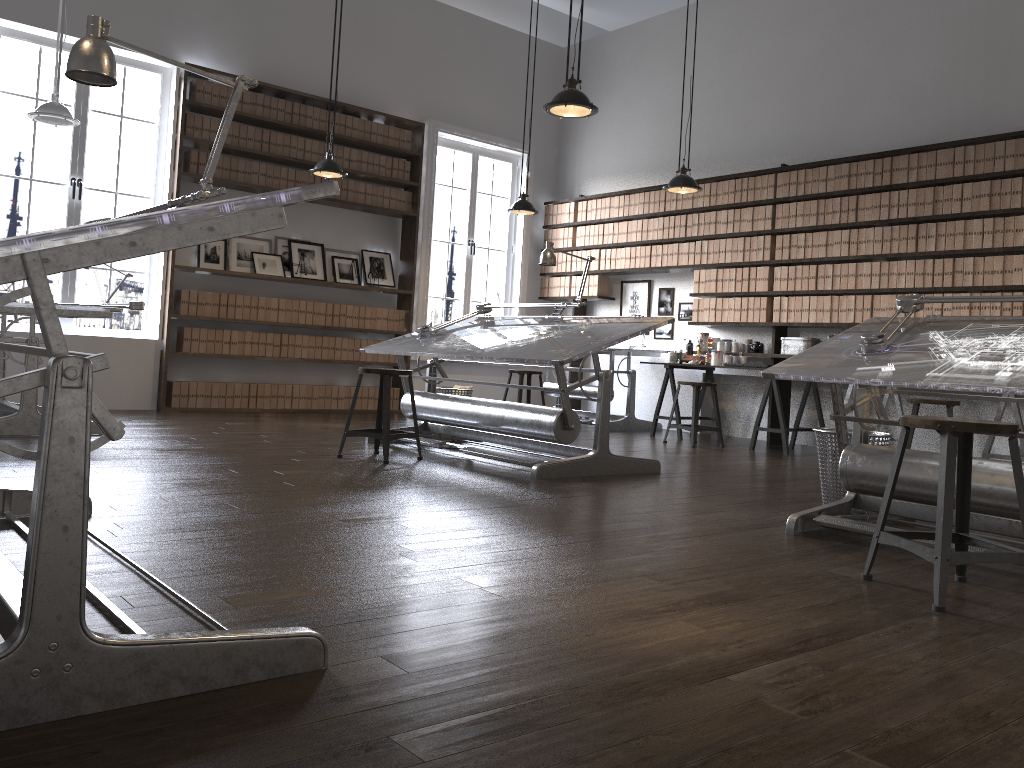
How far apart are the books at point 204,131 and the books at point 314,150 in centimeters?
103cm

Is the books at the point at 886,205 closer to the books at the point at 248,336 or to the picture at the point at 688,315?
the picture at the point at 688,315

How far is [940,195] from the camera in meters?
6.6

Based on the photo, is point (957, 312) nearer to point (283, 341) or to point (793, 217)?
point (793, 217)

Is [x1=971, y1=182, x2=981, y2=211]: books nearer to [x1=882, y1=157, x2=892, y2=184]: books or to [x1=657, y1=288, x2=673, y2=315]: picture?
[x1=882, y1=157, x2=892, y2=184]: books

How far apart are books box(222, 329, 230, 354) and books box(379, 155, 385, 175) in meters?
2.3 m

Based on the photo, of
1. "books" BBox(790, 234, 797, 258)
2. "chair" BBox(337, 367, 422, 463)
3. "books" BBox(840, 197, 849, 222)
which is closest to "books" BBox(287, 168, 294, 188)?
"chair" BBox(337, 367, 422, 463)

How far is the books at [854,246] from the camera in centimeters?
715cm

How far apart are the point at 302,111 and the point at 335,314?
1.9m

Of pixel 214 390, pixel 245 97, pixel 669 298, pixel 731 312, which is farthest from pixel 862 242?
pixel 214 390
